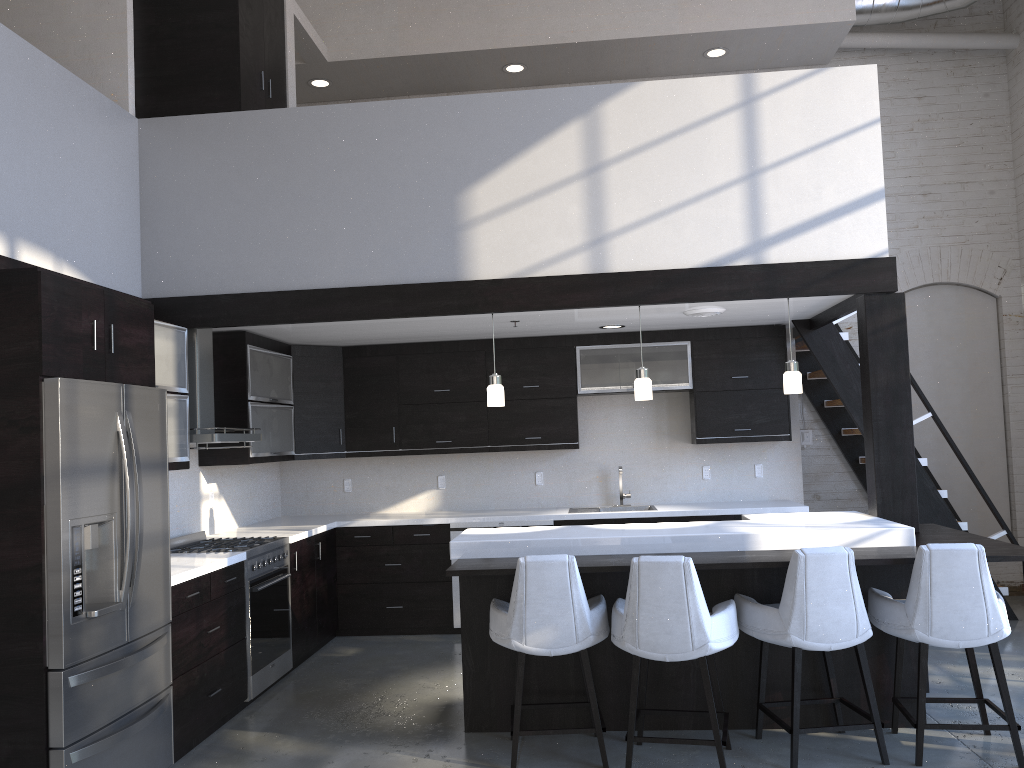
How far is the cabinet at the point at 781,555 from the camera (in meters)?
4.16

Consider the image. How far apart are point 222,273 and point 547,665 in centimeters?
294cm

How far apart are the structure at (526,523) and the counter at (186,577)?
2.04m

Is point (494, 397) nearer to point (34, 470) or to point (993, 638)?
point (34, 470)

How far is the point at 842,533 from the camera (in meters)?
4.34

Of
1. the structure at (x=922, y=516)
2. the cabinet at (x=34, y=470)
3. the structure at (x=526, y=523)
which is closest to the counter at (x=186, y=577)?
the cabinet at (x=34, y=470)

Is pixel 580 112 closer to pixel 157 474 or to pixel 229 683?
pixel 157 474

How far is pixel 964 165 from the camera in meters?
7.6 m

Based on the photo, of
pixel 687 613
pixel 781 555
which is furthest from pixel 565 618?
pixel 781 555

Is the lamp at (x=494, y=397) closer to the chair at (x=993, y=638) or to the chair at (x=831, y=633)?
the chair at (x=831, y=633)
